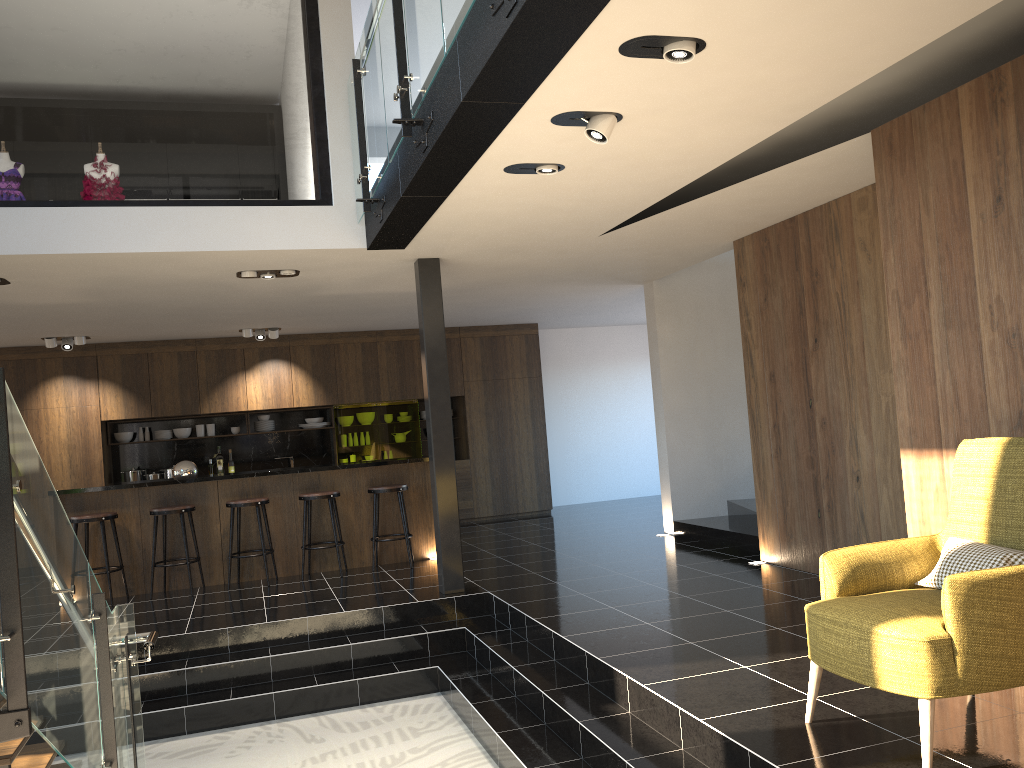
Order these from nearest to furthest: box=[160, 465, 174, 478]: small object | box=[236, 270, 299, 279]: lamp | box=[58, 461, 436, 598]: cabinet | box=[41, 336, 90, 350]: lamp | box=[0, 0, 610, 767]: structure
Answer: box=[0, 0, 610, 767]: structure, box=[236, 270, 299, 279]: lamp, box=[58, 461, 436, 598]: cabinet, box=[41, 336, 90, 350]: lamp, box=[160, 465, 174, 478]: small object

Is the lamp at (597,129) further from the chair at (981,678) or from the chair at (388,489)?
the chair at (388,489)

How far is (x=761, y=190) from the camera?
5.8 meters

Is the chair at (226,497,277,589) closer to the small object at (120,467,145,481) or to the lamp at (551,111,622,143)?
the small object at (120,467,145,481)

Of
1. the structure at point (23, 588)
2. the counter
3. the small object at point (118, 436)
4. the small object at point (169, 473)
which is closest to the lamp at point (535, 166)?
the structure at point (23, 588)

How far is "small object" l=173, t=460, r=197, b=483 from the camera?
8.3m

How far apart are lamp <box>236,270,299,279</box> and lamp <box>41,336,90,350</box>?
Answer: 4.1 meters

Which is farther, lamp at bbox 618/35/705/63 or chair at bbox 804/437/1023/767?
lamp at bbox 618/35/705/63

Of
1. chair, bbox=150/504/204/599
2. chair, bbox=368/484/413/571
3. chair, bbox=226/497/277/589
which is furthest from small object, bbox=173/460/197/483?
chair, bbox=368/484/413/571

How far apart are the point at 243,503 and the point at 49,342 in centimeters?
377cm
